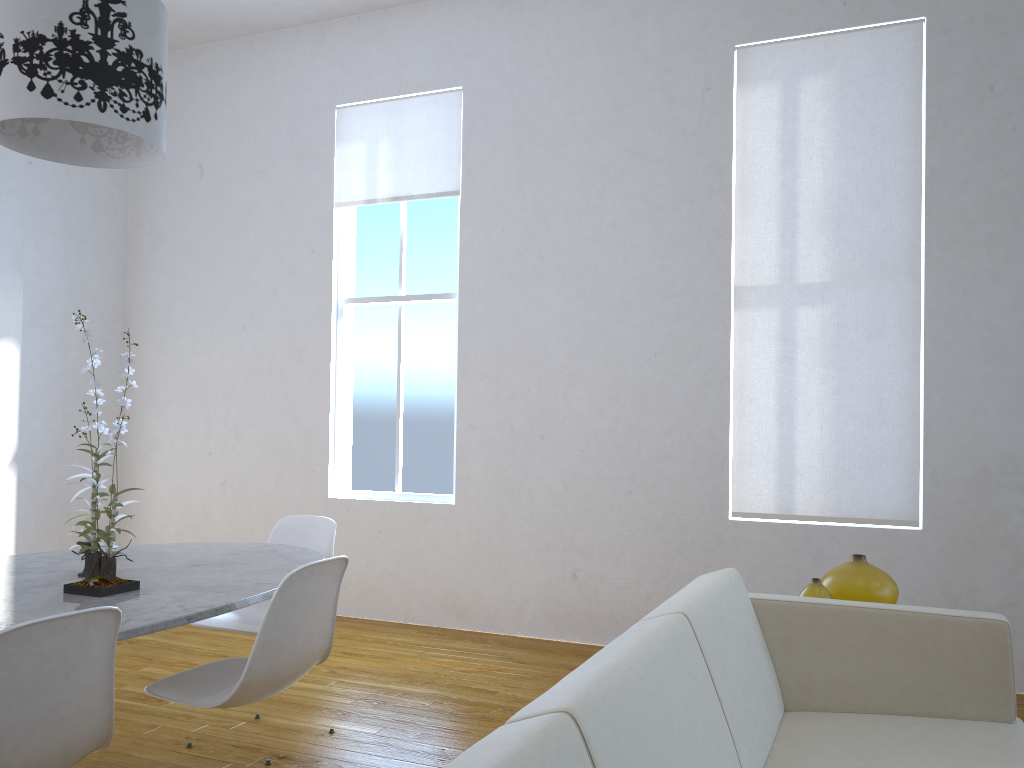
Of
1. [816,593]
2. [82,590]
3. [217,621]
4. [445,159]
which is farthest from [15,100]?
[445,159]

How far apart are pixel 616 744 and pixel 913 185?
3.27m

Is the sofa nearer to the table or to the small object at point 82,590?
the table

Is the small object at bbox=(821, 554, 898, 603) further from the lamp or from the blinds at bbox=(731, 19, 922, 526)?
the lamp

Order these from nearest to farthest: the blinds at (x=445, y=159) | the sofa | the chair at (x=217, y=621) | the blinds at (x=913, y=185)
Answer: the sofa
the chair at (x=217, y=621)
the blinds at (x=913, y=185)
the blinds at (x=445, y=159)

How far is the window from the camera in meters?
4.7 m

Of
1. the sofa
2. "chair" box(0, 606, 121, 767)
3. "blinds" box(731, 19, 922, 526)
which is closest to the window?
"blinds" box(731, 19, 922, 526)

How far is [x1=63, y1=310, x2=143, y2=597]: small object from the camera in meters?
2.0

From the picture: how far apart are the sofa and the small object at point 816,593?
0.2m

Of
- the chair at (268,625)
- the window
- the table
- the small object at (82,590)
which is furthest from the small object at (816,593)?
the window
